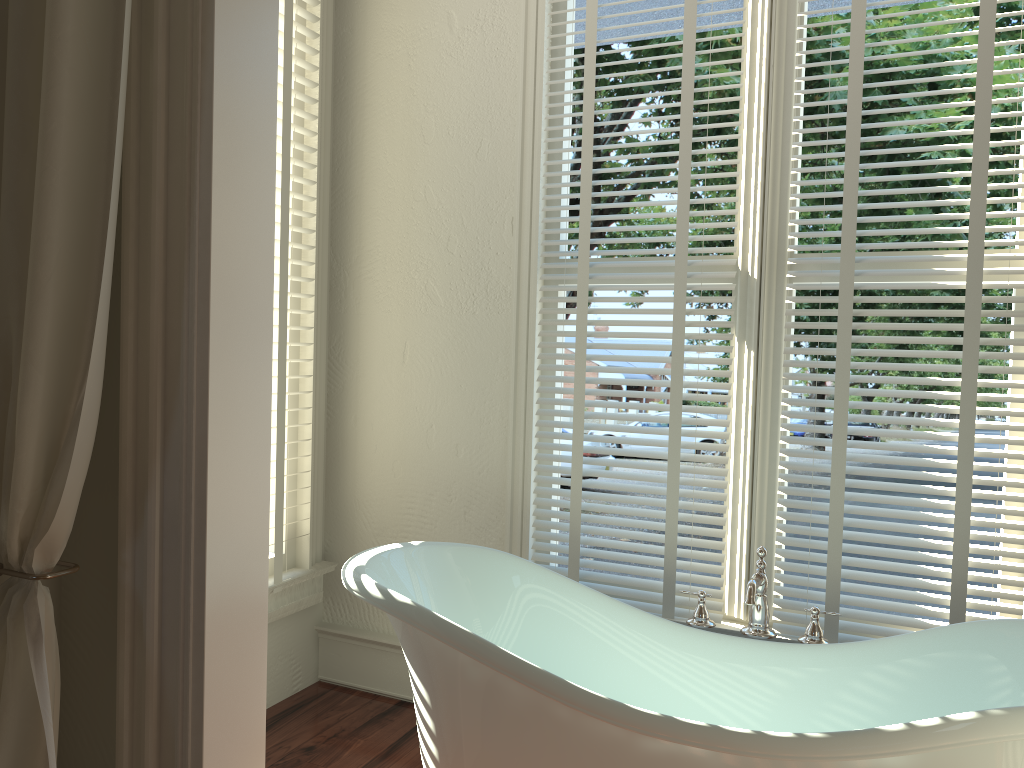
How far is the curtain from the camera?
1.3m

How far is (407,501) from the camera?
2.8m

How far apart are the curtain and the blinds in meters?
1.3 m

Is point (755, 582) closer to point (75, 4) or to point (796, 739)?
point (796, 739)

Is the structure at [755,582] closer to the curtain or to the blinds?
the blinds

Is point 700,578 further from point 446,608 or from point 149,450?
point 149,450

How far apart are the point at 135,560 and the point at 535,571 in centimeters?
101cm

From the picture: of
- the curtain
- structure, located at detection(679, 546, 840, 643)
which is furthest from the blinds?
the curtain

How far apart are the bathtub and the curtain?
0.6 meters

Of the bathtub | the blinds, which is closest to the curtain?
the bathtub
